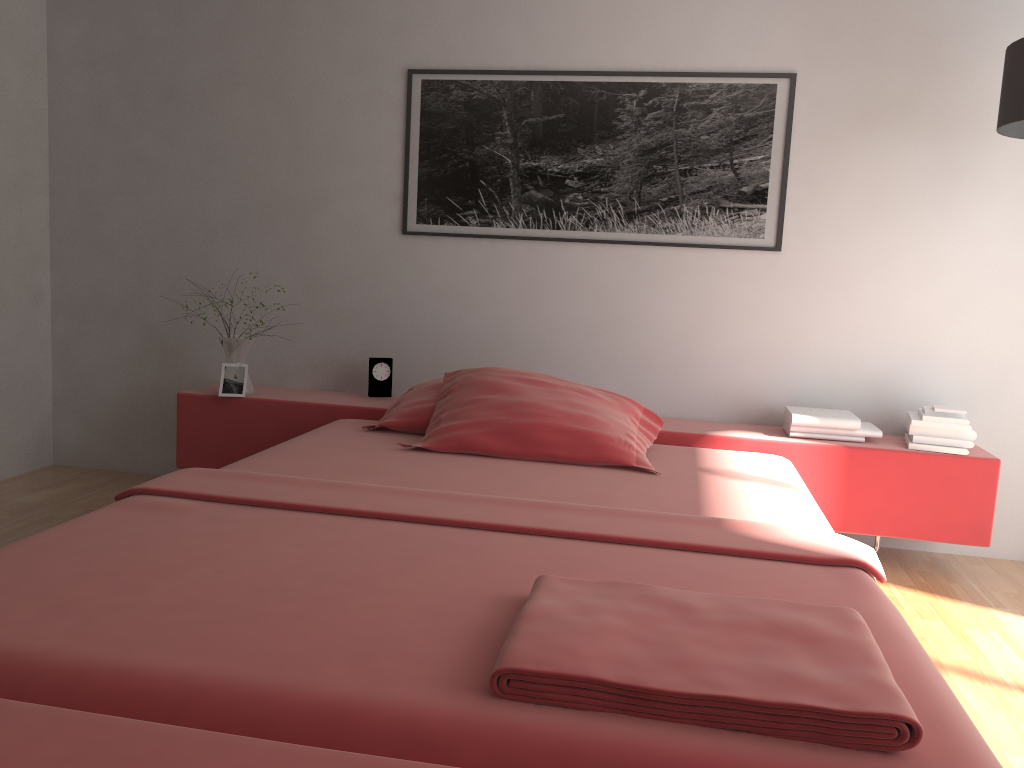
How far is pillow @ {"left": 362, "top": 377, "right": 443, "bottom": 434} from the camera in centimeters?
302cm

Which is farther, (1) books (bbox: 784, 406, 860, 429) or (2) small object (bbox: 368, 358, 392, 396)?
(2) small object (bbox: 368, 358, 392, 396)

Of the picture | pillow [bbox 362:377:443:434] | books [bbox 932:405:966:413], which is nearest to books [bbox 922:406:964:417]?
books [bbox 932:405:966:413]

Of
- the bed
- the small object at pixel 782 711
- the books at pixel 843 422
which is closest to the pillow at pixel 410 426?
the bed

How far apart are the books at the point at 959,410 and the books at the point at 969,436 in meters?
0.1

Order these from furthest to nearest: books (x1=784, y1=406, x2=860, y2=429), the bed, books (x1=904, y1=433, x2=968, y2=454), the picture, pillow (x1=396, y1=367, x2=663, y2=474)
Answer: the picture → books (x1=784, y1=406, x2=860, y2=429) → books (x1=904, y1=433, x2=968, y2=454) → pillow (x1=396, y1=367, x2=663, y2=474) → the bed

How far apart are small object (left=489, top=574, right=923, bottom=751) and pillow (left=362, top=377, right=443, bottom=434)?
1.55m

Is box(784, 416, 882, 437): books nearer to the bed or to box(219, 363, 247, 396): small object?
the bed

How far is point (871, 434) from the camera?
3.1 meters

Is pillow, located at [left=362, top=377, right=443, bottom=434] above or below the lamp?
below
